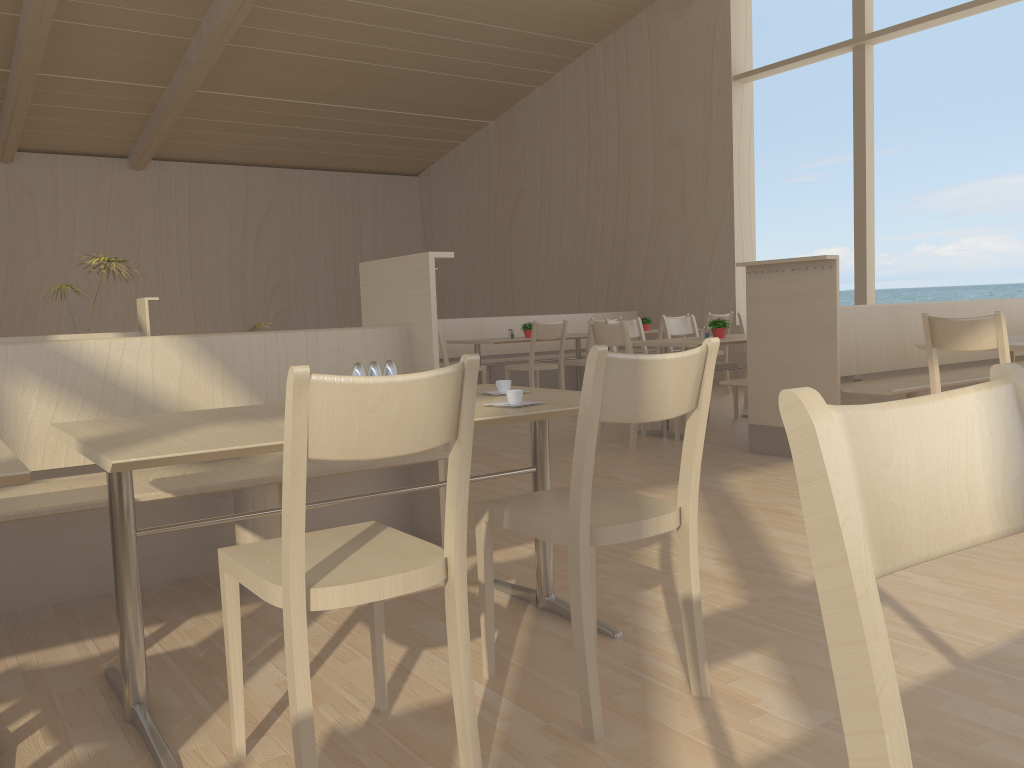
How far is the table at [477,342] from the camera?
7.58m

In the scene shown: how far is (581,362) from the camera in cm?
765

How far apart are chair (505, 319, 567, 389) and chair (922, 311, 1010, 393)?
3.72m

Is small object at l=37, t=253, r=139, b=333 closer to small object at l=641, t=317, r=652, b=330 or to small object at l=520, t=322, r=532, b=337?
small object at l=520, t=322, r=532, b=337

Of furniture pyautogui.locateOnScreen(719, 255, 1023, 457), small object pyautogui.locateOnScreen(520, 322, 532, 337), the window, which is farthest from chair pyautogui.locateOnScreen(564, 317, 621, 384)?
the window

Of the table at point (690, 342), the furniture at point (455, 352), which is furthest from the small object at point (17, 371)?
the furniture at point (455, 352)

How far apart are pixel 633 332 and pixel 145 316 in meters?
3.8

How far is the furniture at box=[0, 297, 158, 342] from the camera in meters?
7.0

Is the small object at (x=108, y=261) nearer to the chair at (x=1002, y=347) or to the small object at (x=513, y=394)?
the small object at (x=513, y=394)

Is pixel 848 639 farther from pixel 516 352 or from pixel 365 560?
pixel 516 352
